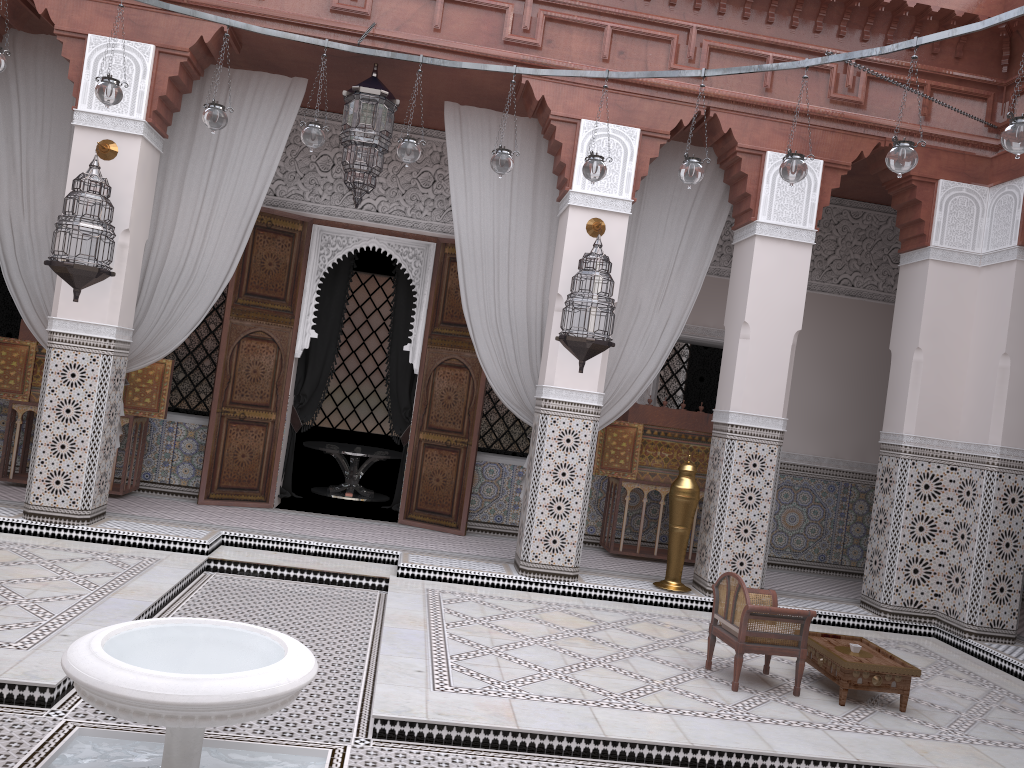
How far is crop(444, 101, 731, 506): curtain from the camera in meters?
3.7

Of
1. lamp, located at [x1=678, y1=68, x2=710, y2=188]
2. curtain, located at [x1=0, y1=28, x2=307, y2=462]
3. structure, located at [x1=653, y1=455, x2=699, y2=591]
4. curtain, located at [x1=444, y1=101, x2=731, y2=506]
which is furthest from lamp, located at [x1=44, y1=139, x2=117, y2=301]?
structure, located at [x1=653, y1=455, x2=699, y2=591]

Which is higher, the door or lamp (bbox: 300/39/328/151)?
lamp (bbox: 300/39/328/151)

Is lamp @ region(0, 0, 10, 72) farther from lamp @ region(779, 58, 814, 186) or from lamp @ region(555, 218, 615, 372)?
lamp @ region(779, 58, 814, 186)

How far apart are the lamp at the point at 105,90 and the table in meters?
2.7

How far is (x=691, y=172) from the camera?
2.67m

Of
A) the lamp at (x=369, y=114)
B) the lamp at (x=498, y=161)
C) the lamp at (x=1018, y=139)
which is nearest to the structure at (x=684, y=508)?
the lamp at (x=498, y=161)

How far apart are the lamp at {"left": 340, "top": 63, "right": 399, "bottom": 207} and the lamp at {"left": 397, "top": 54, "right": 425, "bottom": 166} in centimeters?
52cm

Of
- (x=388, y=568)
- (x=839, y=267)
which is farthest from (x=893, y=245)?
(x=388, y=568)

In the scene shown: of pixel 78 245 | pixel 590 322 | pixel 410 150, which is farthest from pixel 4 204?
pixel 590 322
